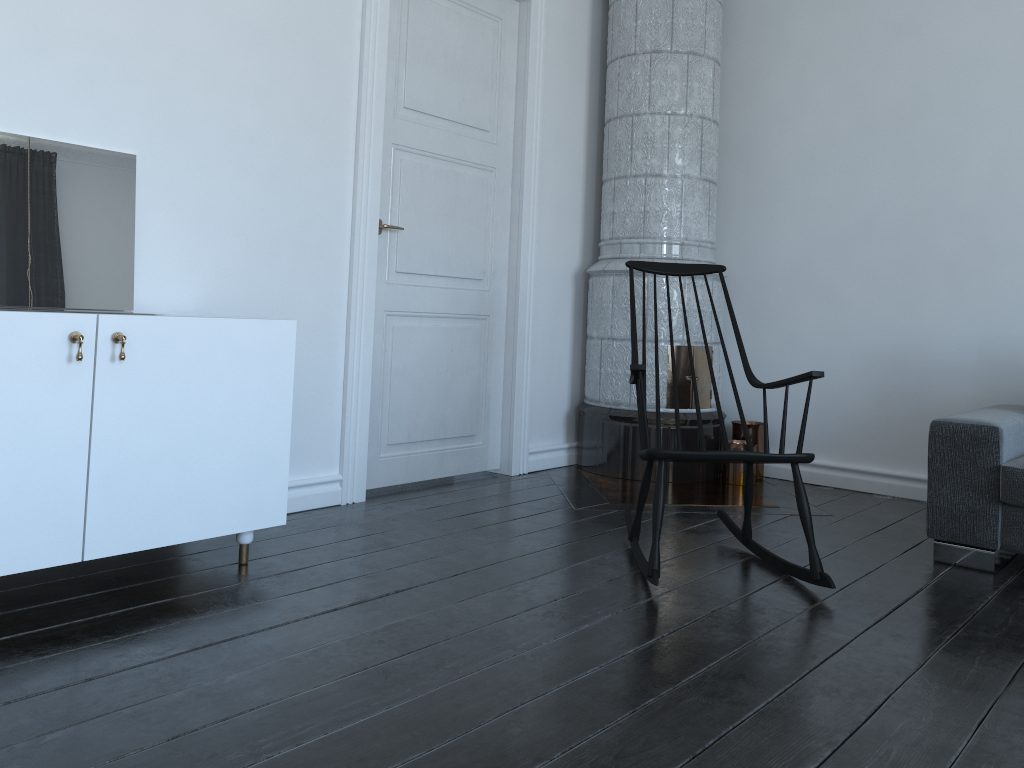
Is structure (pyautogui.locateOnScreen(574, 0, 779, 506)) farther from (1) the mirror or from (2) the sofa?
(1) the mirror

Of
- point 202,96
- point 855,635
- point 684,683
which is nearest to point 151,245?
point 202,96

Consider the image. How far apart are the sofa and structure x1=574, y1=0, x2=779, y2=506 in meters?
0.9

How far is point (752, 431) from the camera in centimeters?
448cm

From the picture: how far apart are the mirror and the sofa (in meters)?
2.69

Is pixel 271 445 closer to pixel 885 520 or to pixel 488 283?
pixel 488 283

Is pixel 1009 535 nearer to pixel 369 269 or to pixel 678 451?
pixel 678 451

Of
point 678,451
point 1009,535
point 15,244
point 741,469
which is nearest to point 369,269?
point 15,244

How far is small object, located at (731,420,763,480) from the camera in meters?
4.5

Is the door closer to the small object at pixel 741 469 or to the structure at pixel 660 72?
the structure at pixel 660 72
